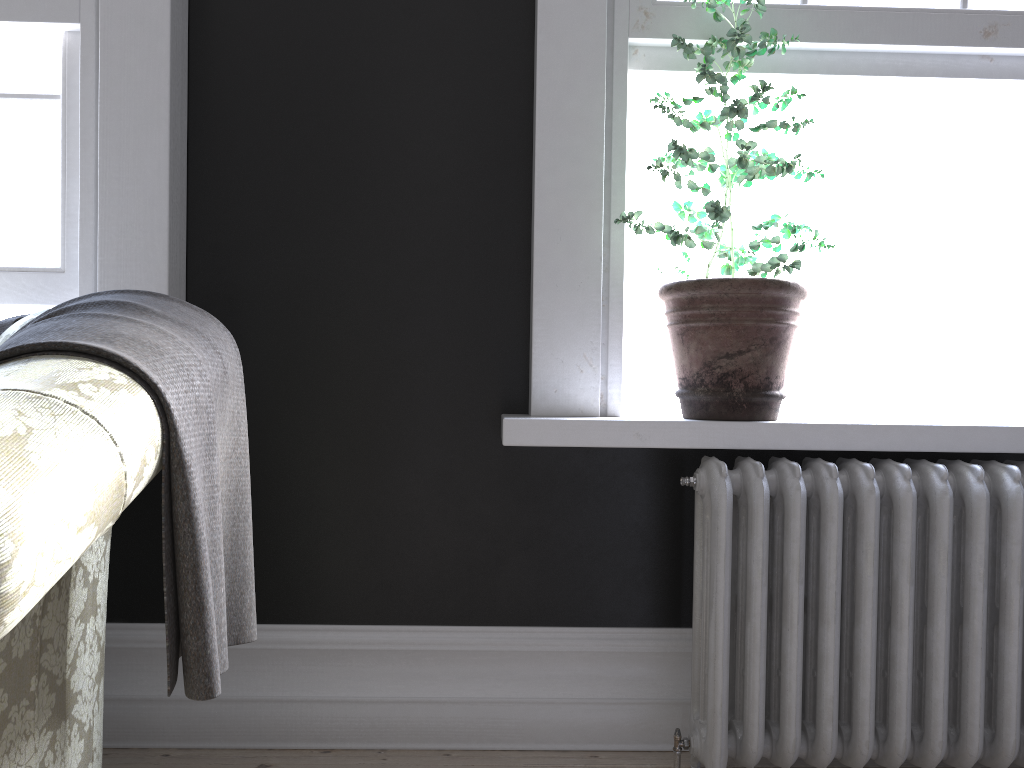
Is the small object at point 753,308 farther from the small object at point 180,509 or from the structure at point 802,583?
the small object at point 180,509

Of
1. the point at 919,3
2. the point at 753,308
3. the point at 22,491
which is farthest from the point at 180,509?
the point at 919,3

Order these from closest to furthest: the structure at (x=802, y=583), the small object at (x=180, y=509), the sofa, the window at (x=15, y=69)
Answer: the sofa
the small object at (x=180, y=509)
the structure at (x=802, y=583)
the window at (x=15, y=69)

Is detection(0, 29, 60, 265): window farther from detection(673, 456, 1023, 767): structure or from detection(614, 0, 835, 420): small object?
detection(673, 456, 1023, 767): structure

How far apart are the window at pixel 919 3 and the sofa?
2.2m

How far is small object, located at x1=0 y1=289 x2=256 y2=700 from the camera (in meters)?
1.09

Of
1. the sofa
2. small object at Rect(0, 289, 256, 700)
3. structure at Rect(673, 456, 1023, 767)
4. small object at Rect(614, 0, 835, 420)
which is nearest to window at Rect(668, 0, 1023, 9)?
small object at Rect(614, 0, 835, 420)

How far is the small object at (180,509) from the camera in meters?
1.1

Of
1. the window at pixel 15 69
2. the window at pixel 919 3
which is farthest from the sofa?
the window at pixel 919 3

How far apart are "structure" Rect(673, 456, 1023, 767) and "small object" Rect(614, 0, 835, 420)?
0.1m
